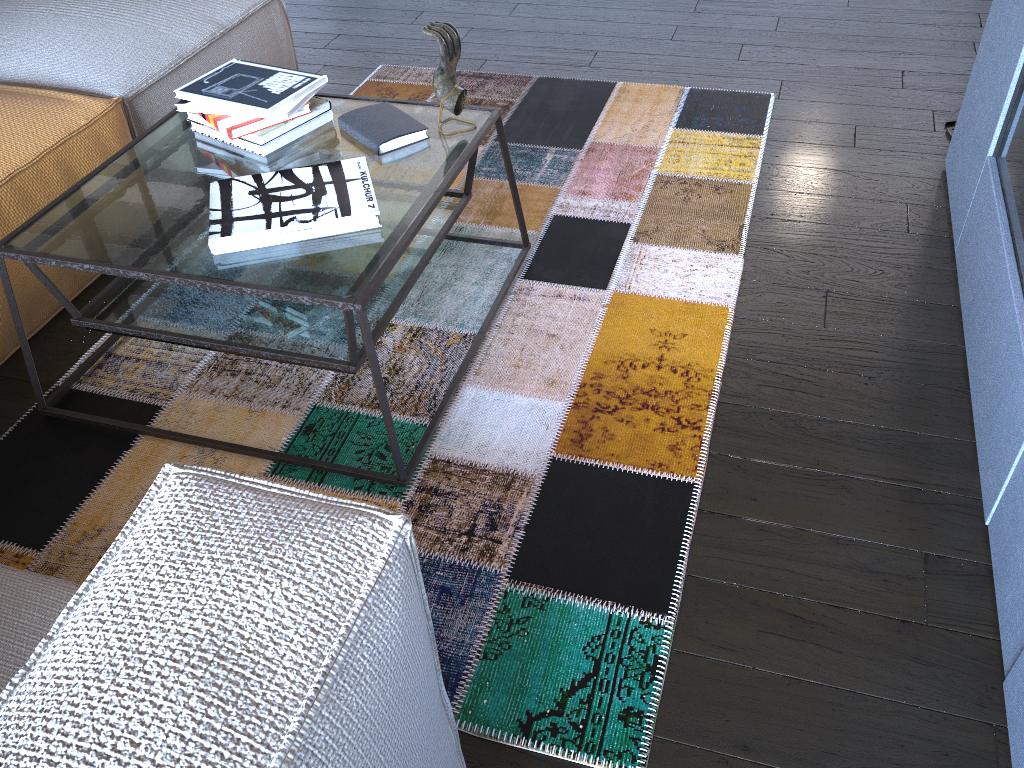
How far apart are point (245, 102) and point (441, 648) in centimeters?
119cm

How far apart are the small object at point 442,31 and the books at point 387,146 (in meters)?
0.07

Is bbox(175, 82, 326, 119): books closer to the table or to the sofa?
the table

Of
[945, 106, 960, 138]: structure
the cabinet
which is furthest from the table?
[945, 106, 960, 138]: structure

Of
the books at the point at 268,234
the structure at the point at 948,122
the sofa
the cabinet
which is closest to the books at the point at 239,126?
the books at the point at 268,234

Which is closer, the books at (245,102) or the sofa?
the sofa

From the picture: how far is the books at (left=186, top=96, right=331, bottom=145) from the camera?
1.86m

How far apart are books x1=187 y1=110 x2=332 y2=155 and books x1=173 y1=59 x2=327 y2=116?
0.07m

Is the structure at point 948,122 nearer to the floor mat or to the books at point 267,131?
the floor mat

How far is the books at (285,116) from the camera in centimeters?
185cm
